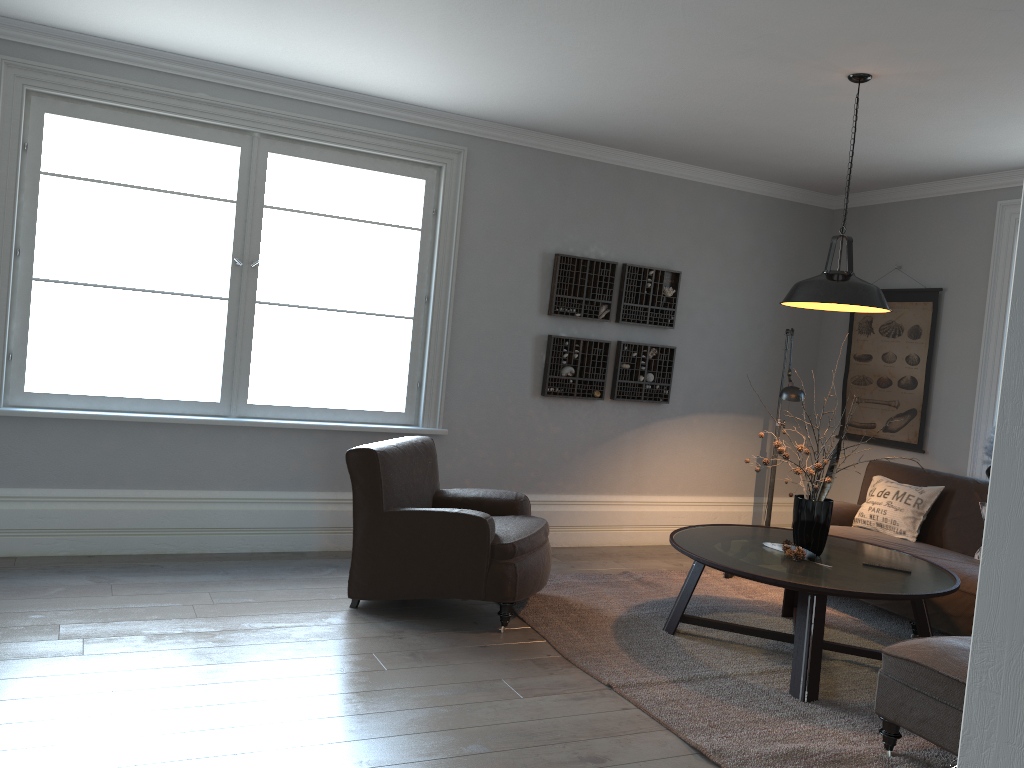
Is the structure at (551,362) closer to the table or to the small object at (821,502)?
the table

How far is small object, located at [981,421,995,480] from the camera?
5.5 meters

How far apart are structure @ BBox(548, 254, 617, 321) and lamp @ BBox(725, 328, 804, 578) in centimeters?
138cm

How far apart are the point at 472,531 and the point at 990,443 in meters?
3.4

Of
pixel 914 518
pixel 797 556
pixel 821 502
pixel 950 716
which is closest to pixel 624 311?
pixel 914 518

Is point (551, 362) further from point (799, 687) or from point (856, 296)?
point (799, 687)

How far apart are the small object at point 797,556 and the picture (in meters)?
2.36

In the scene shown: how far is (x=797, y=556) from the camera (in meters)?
4.05

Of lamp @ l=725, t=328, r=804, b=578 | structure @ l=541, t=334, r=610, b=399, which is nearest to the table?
lamp @ l=725, t=328, r=804, b=578

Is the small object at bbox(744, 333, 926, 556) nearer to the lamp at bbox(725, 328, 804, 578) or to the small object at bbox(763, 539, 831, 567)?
the small object at bbox(763, 539, 831, 567)
